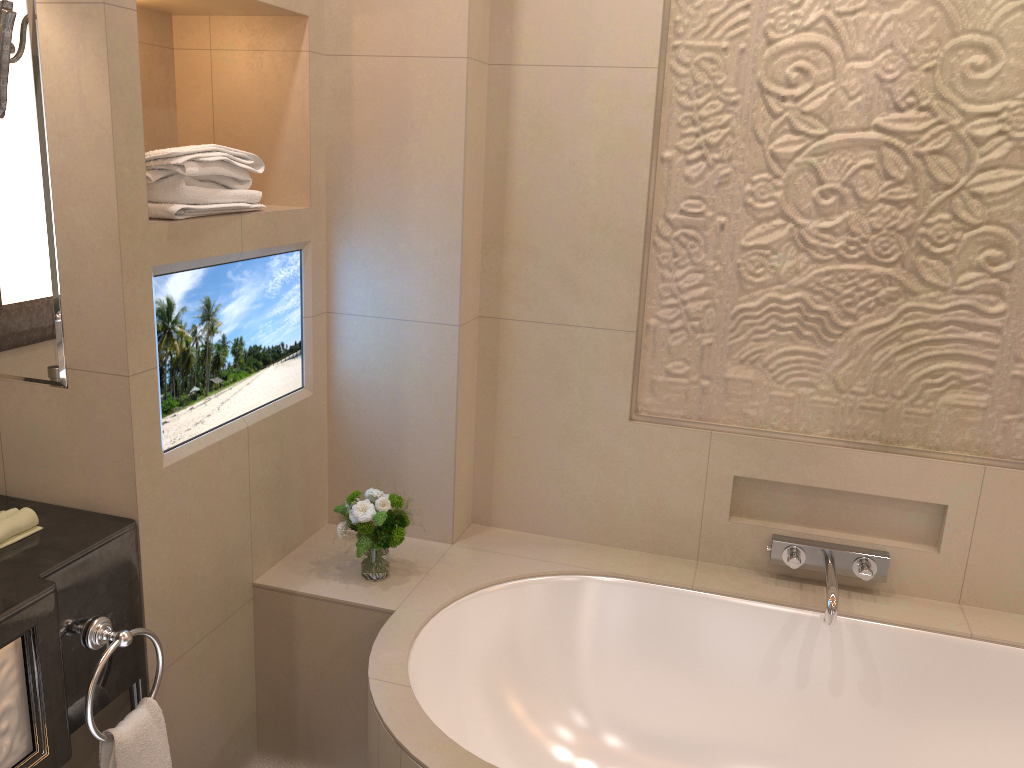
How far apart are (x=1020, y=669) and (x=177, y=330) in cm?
200

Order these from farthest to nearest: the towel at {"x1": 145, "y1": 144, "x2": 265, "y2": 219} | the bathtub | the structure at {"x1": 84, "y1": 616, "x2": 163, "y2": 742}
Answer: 1. the bathtub
2. the towel at {"x1": 145, "y1": 144, "x2": 265, "y2": 219}
3. the structure at {"x1": 84, "y1": 616, "x2": 163, "y2": 742}

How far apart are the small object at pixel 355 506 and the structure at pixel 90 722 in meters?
0.5 m

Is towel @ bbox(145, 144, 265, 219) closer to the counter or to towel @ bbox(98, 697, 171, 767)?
the counter

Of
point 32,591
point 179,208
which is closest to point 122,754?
point 32,591

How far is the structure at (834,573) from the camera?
2.1 meters

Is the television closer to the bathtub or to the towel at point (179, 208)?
the towel at point (179, 208)

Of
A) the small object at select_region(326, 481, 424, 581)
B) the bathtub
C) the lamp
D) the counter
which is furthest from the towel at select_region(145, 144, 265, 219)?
the bathtub

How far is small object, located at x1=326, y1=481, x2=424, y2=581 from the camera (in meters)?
2.10

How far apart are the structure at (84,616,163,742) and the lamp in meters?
1.0
